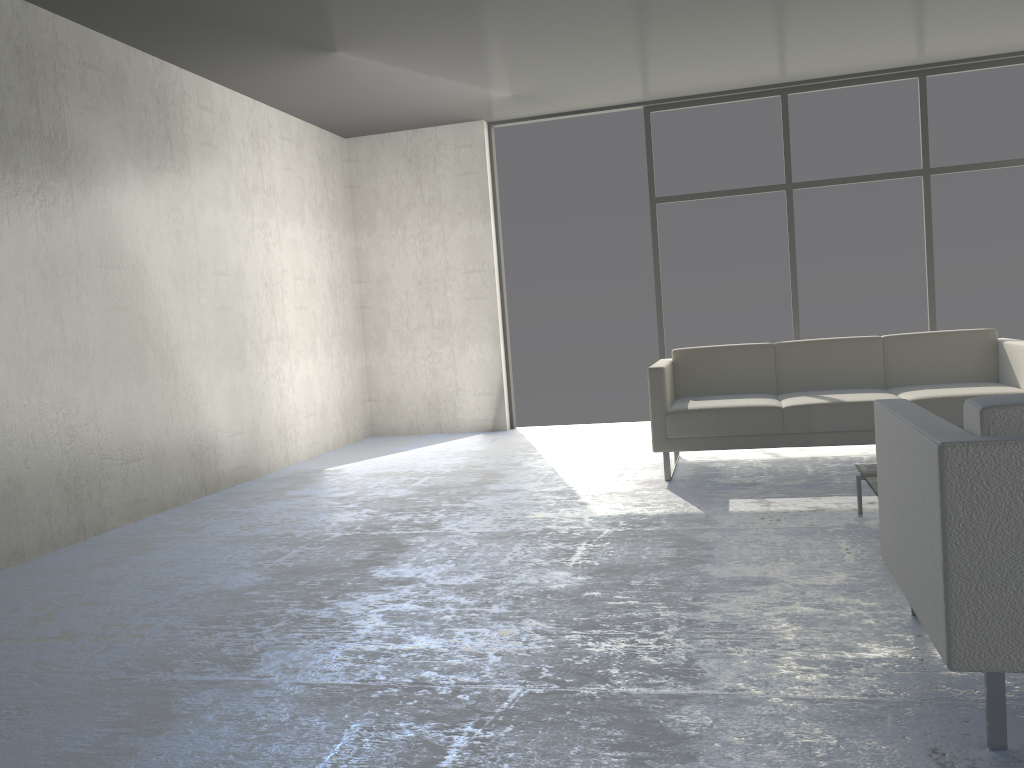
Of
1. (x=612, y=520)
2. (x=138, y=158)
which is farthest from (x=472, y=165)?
(x=612, y=520)

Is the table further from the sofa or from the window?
the window

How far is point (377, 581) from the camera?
3.1 meters

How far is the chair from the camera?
1.6 meters

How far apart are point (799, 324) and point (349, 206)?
3.7 meters

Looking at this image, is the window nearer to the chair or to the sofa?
the sofa

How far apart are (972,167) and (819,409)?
3.2 meters

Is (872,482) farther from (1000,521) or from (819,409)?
(1000,521)

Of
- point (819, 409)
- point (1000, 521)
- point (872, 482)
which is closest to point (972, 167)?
point (819, 409)

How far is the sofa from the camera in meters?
4.4 m
